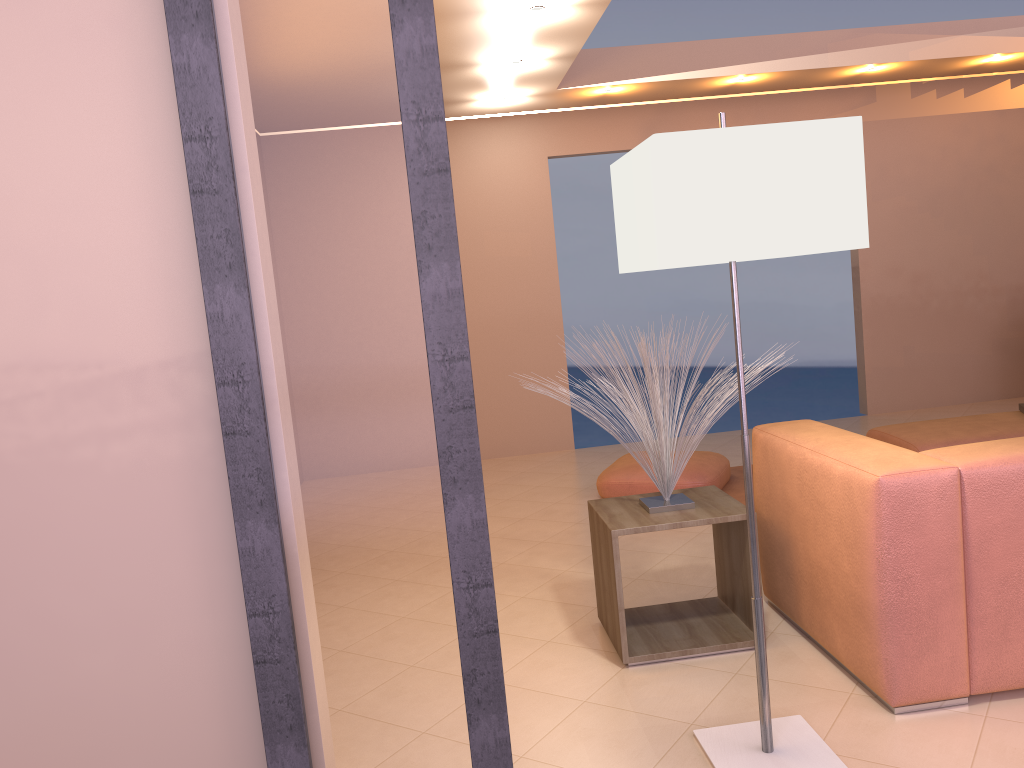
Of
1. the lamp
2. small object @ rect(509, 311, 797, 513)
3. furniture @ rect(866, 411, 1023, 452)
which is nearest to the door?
the lamp

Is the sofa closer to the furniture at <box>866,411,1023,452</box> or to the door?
the door

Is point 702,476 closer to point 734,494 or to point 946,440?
point 734,494

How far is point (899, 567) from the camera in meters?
2.3

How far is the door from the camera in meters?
1.6

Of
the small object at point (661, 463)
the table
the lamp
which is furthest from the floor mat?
the lamp

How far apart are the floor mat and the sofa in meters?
1.6 m

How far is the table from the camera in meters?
2.8

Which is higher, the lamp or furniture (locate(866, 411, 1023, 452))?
the lamp

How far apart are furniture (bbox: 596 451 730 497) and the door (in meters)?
3.12
